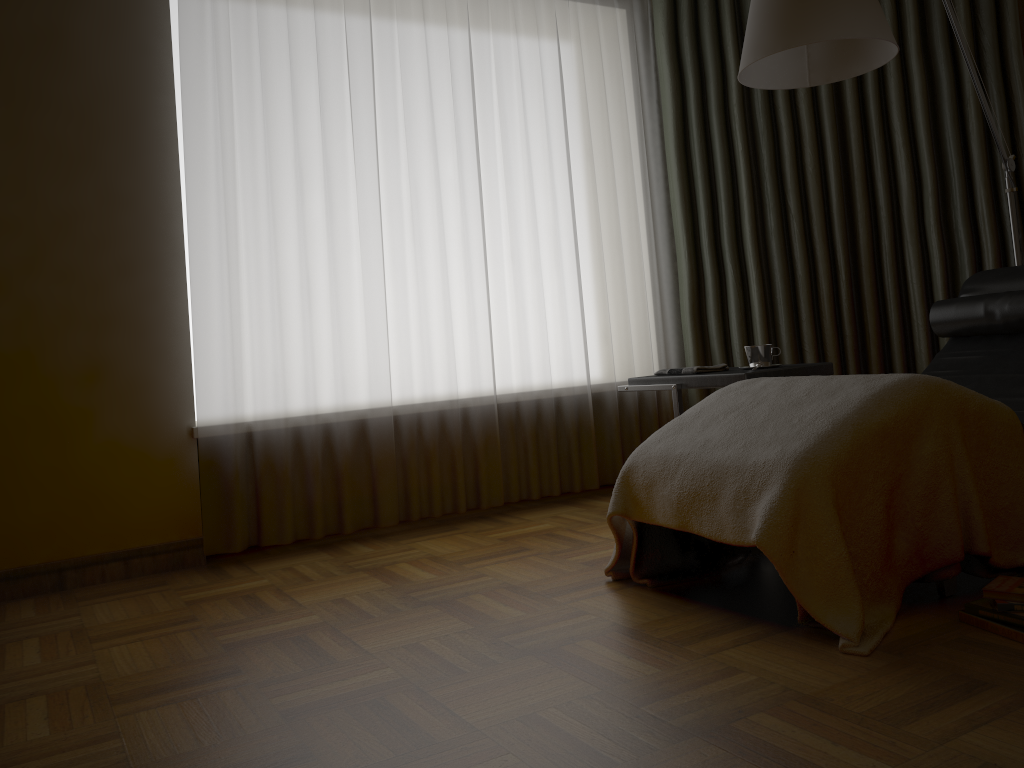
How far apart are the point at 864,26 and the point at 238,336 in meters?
2.2

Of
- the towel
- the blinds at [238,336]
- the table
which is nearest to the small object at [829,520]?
the table

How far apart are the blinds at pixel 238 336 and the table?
0.6m

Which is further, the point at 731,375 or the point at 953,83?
the point at 953,83

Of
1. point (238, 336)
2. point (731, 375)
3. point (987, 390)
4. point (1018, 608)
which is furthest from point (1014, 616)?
point (238, 336)

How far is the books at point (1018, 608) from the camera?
1.8 meters

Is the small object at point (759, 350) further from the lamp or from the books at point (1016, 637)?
the books at point (1016, 637)

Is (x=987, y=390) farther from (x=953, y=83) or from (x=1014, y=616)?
(x=953, y=83)

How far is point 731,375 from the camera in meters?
2.8 m

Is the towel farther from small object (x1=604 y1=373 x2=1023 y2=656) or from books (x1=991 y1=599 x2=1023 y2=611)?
books (x1=991 y1=599 x2=1023 y2=611)
